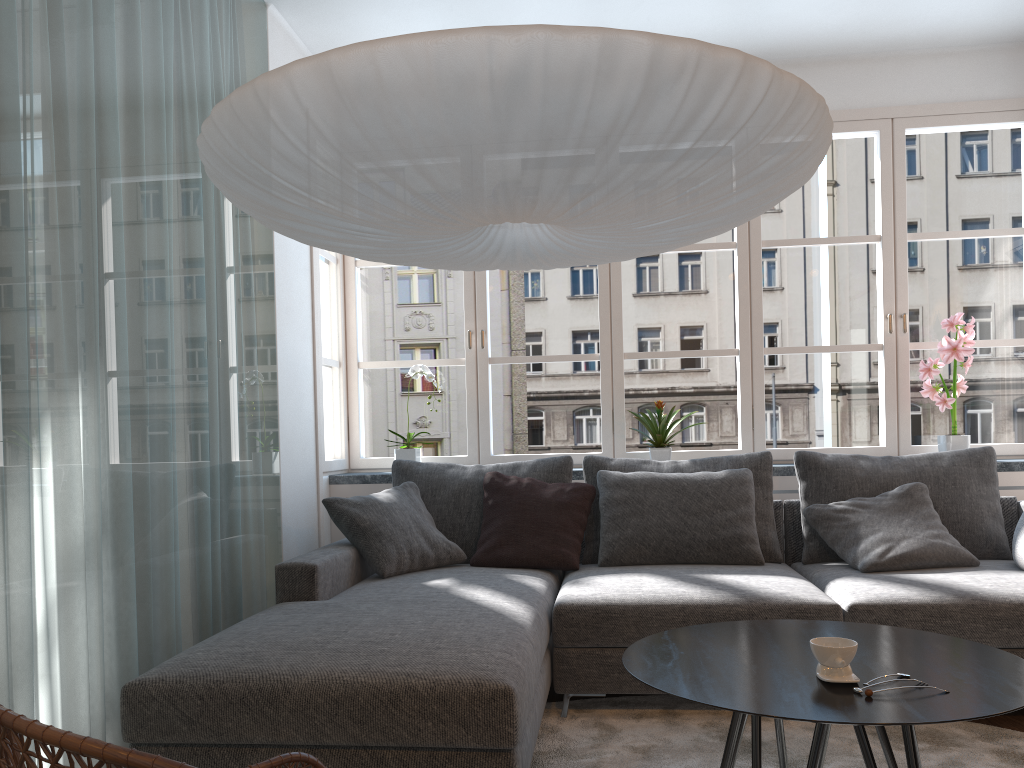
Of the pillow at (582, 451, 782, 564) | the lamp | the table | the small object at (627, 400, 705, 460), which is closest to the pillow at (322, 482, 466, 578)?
the pillow at (582, 451, 782, 564)

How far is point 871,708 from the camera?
1.5 meters

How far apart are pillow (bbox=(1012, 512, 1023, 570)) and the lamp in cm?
183

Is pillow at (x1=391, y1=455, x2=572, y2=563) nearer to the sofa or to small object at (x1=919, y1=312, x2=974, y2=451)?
the sofa

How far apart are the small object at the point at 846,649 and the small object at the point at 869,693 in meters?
0.1 m

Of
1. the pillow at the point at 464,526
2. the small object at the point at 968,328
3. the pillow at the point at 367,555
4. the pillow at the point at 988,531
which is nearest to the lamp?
the pillow at the point at 367,555

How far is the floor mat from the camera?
2.5m

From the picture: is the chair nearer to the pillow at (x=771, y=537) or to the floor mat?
the floor mat

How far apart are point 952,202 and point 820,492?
52.28m

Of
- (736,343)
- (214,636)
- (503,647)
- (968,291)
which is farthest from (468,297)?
(968,291)
